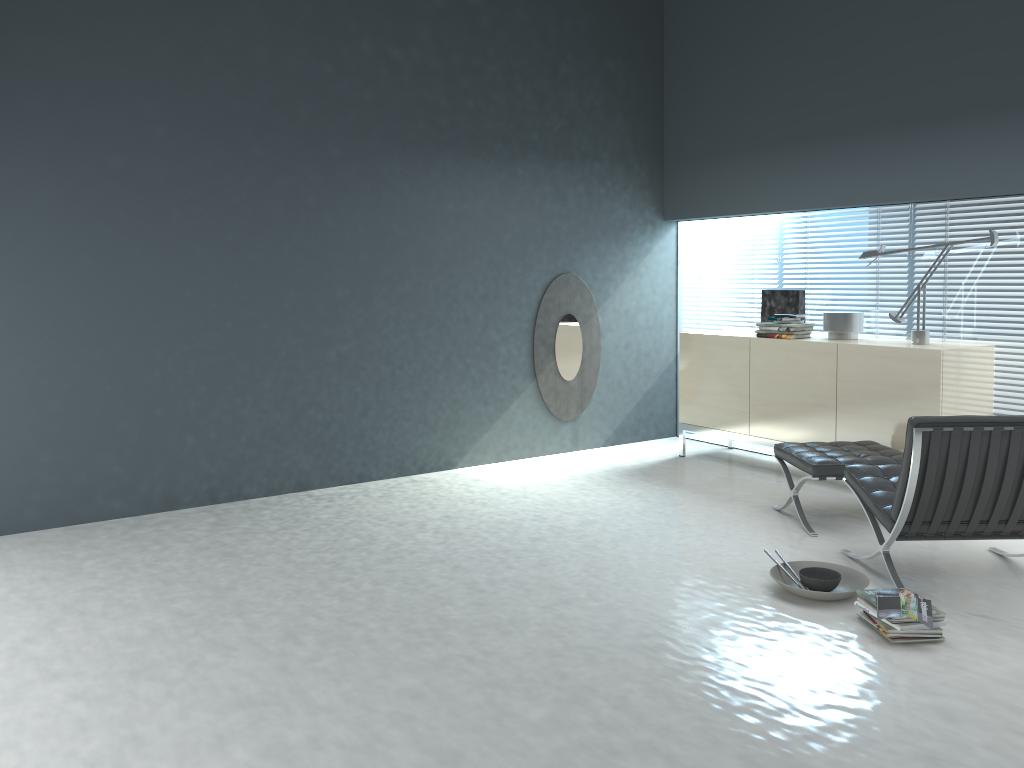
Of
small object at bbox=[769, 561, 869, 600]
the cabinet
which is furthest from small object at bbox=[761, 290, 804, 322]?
small object at bbox=[769, 561, 869, 600]

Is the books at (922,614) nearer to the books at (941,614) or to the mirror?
the books at (941,614)

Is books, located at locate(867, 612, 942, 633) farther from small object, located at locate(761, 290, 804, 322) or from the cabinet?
small object, located at locate(761, 290, 804, 322)

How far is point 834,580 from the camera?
3.58m

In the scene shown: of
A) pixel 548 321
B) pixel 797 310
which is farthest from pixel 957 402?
pixel 548 321

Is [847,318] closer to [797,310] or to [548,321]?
[797,310]

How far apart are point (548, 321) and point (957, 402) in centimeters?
270cm

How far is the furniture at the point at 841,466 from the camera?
4.4 meters

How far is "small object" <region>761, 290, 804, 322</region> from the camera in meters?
5.8

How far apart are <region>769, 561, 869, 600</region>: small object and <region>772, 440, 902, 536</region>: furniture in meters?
0.6 m
